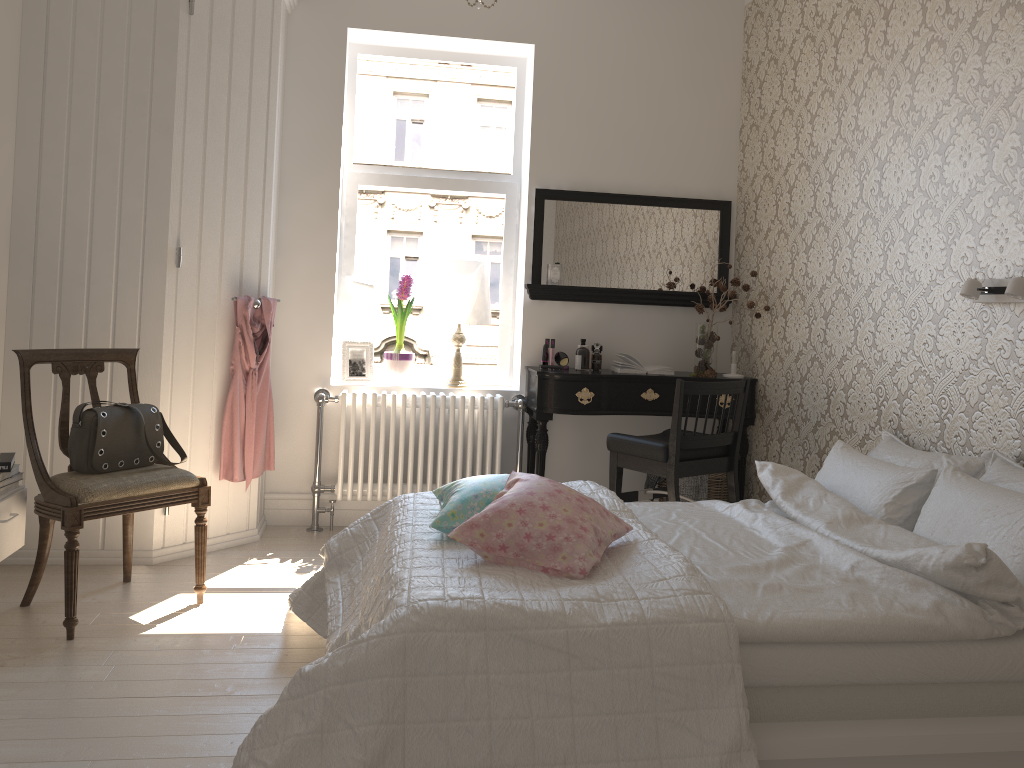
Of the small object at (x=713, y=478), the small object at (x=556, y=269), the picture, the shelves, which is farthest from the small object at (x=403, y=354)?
the shelves

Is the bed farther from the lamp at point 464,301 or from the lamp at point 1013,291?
the lamp at point 464,301

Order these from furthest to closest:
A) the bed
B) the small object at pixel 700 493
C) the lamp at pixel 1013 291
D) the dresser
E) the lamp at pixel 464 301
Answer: the lamp at pixel 464 301 < the small object at pixel 700 493 < the dresser < the lamp at pixel 1013 291 < the bed

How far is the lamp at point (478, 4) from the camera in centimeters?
247cm

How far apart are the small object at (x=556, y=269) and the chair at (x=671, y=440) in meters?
1.0 m

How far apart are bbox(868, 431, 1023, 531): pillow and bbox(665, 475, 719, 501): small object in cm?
120

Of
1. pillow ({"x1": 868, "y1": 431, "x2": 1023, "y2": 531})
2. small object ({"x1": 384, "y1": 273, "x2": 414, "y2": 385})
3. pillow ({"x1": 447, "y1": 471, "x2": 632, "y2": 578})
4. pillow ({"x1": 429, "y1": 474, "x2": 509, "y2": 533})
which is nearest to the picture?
small object ({"x1": 384, "y1": 273, "x2": 414, "y2": 385})

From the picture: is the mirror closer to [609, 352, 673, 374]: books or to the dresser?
[609, 352, 673, 374]: books

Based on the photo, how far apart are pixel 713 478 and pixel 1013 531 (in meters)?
2.19

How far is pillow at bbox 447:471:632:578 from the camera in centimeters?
209cm
